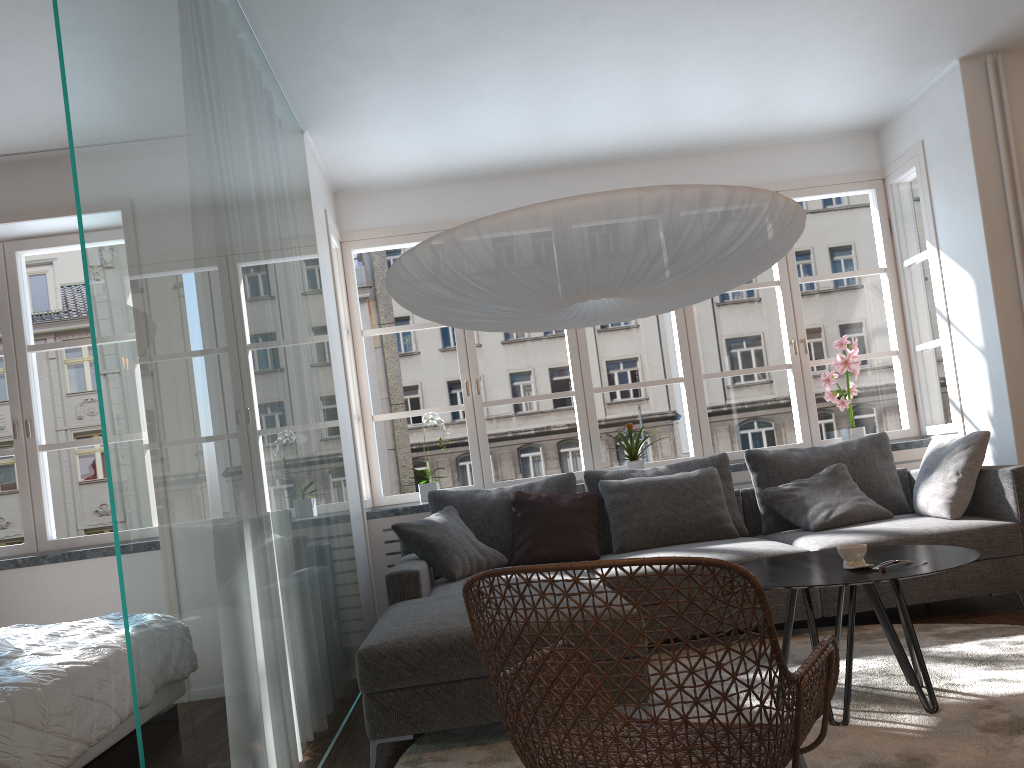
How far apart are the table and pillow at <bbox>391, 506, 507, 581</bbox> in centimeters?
152cm

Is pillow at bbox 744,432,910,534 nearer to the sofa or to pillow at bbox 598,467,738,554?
the sofa

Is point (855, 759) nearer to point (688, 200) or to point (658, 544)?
point (688, 200)

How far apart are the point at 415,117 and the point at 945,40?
2.8 meters

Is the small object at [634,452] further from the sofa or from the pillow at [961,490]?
the pillow at [961,490]

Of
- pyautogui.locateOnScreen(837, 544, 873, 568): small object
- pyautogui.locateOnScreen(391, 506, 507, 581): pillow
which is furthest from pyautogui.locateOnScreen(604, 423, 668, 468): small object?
pyautogui.locateOnScreen(837, 544, 873, 568): small object

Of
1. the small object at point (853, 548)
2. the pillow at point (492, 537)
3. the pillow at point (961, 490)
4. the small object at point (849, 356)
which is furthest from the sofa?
the small object at point (853, 548)

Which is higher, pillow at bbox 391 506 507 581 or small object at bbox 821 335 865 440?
small object at bbox 821 335 865 440

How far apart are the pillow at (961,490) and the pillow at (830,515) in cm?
13

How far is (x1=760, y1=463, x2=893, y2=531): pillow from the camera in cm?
439
